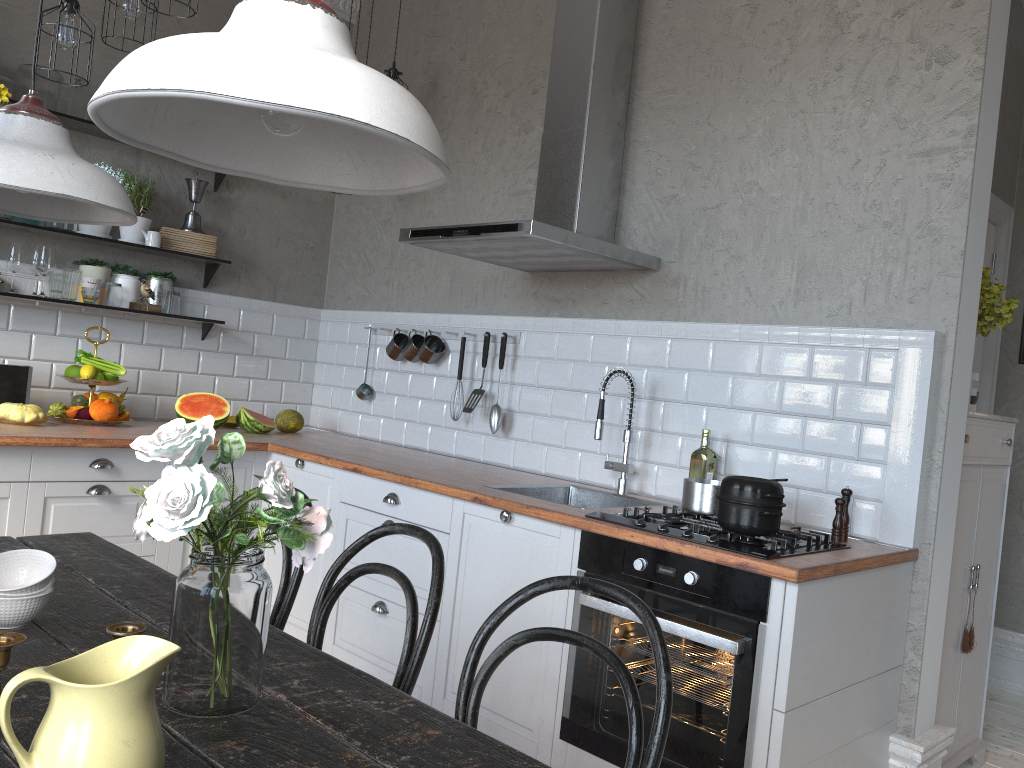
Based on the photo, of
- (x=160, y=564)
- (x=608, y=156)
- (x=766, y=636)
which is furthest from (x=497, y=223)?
(x=160, y=564)

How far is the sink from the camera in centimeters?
323cm

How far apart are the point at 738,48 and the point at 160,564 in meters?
3.0 m

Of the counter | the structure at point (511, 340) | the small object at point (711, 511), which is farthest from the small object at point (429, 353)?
the small object at point (711, 511)

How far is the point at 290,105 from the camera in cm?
81

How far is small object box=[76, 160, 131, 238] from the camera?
4.0 meters

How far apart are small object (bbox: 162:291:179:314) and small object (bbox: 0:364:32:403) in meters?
0.7 m

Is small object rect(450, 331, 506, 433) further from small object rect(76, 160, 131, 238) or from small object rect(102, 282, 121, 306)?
A: small object rect(76, 160, 131, 238)

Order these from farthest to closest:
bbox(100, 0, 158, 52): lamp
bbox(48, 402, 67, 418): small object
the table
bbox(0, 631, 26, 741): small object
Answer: bbox(48, 402, 67, 418): small object
bbox(100, 0, 158, 52): lamp
the table
bbox(0, 631, 26, 741): small object

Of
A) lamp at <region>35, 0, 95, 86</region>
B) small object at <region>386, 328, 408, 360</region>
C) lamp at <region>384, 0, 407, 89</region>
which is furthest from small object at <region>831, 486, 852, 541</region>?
lamp at <region>384, 0, 407, 89</region>
